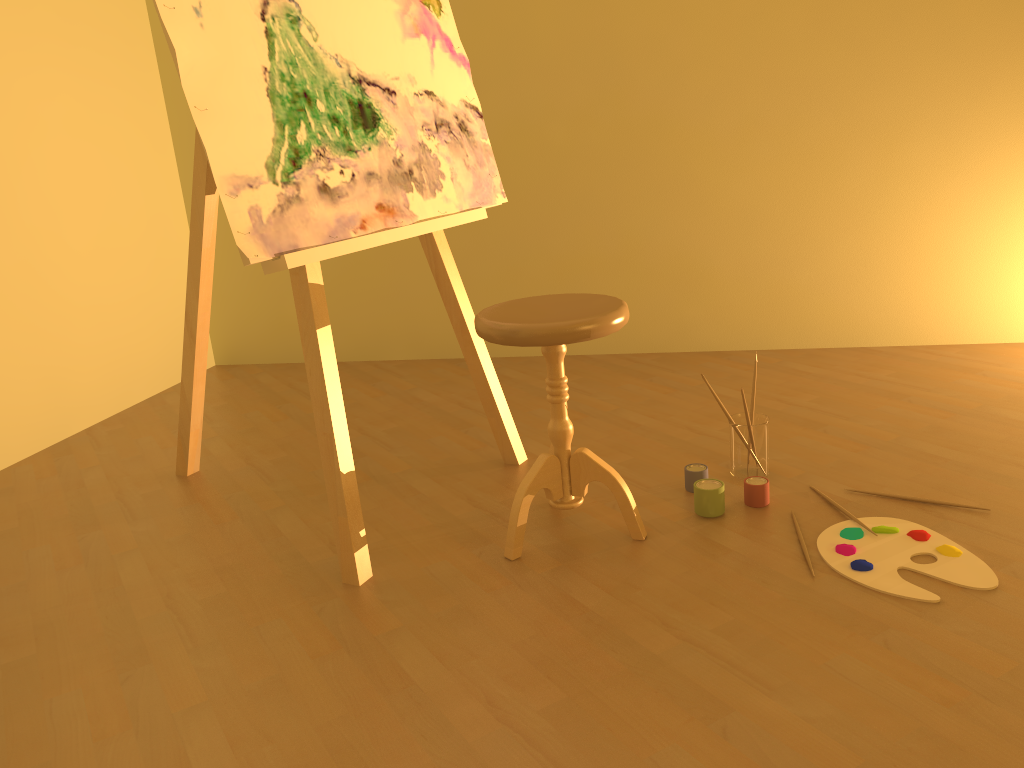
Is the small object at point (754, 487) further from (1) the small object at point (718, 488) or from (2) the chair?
(2) the chair

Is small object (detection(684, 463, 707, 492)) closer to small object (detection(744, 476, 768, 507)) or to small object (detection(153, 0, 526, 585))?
small object (detection(744, 476, 768, 507))

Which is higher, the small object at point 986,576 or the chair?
the chair

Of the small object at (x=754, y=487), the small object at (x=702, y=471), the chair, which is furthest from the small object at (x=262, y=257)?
the small object at (x=754, y=487)

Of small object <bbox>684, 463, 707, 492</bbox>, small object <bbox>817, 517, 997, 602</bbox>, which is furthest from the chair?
small object <bbox>817, 517, 997, 602</bbox>

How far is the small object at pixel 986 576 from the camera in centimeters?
176cm

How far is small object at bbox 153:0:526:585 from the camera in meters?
1.8

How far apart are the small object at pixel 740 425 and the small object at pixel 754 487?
0.1 meters

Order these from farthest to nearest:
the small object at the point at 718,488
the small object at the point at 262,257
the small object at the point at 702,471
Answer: the small object at the point at 702,471, the small object at the point at 718,488, the small object at the point at 262,257

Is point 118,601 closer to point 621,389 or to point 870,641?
point 870,641
